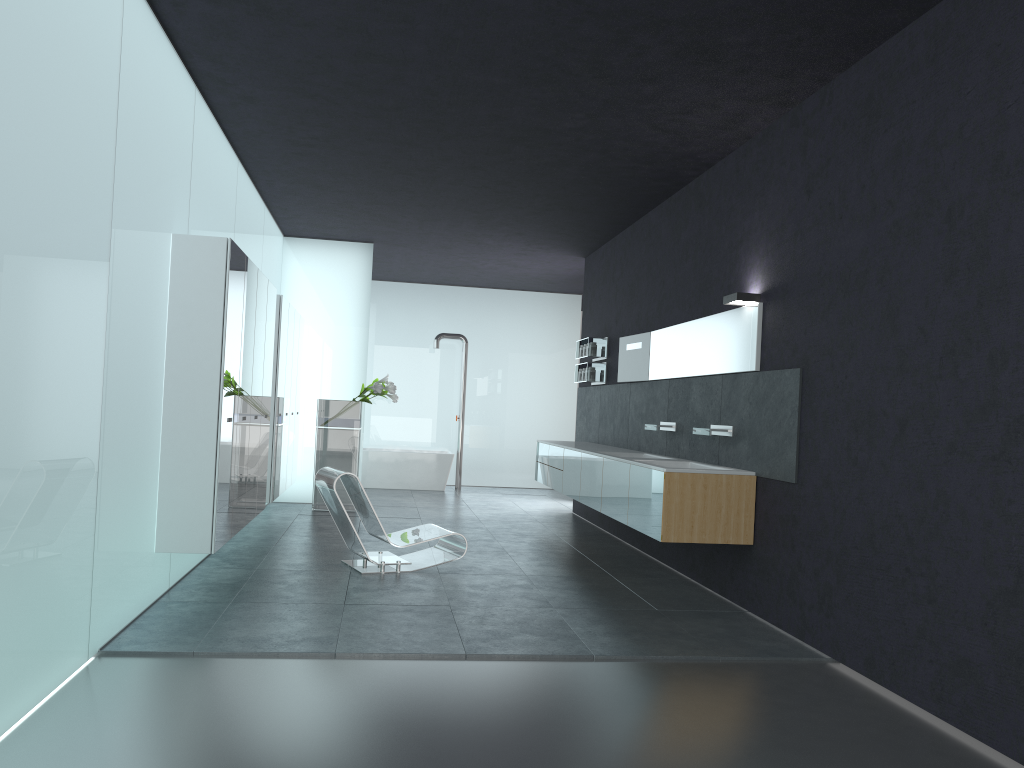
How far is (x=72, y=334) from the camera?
4.31m

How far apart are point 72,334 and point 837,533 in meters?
4.5

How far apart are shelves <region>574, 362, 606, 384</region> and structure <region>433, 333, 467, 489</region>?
4.83m

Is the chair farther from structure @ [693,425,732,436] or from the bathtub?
the bathtub

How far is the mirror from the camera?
7.05m

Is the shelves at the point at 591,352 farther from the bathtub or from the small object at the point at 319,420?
the bathtub

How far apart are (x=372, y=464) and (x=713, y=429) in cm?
908

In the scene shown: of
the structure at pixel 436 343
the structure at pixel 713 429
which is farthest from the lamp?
the structure at pixel 436 343

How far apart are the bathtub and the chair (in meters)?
7.04

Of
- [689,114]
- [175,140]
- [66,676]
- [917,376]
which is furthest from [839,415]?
[175,140]
